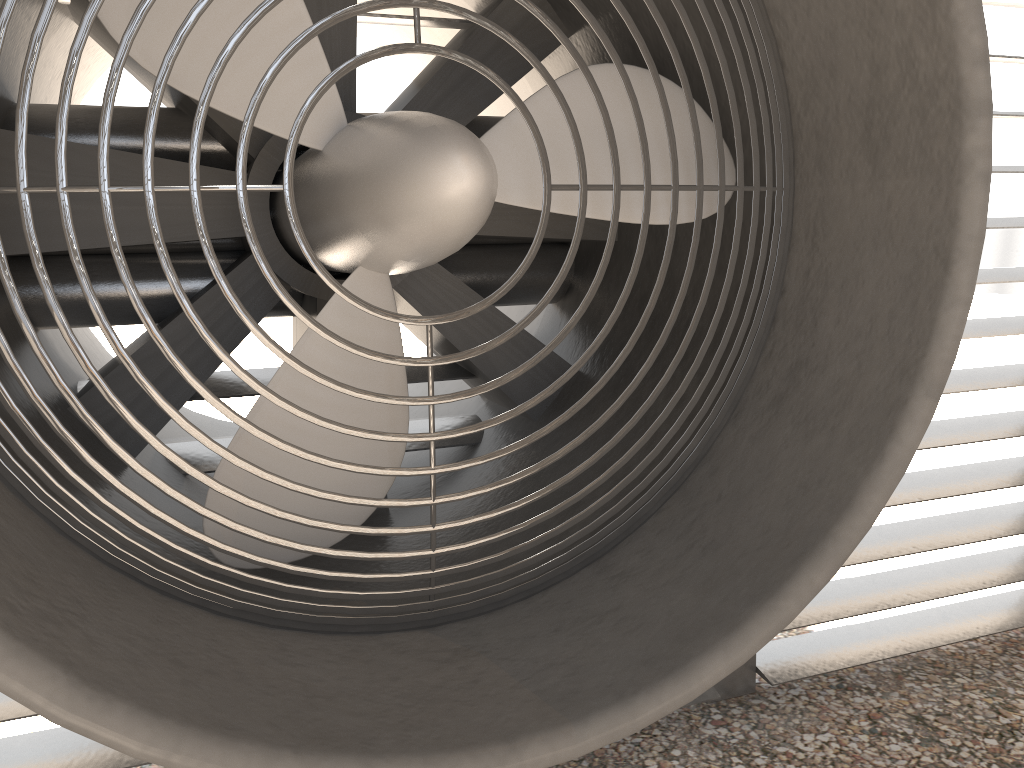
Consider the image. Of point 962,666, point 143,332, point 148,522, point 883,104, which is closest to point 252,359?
point 143,332
